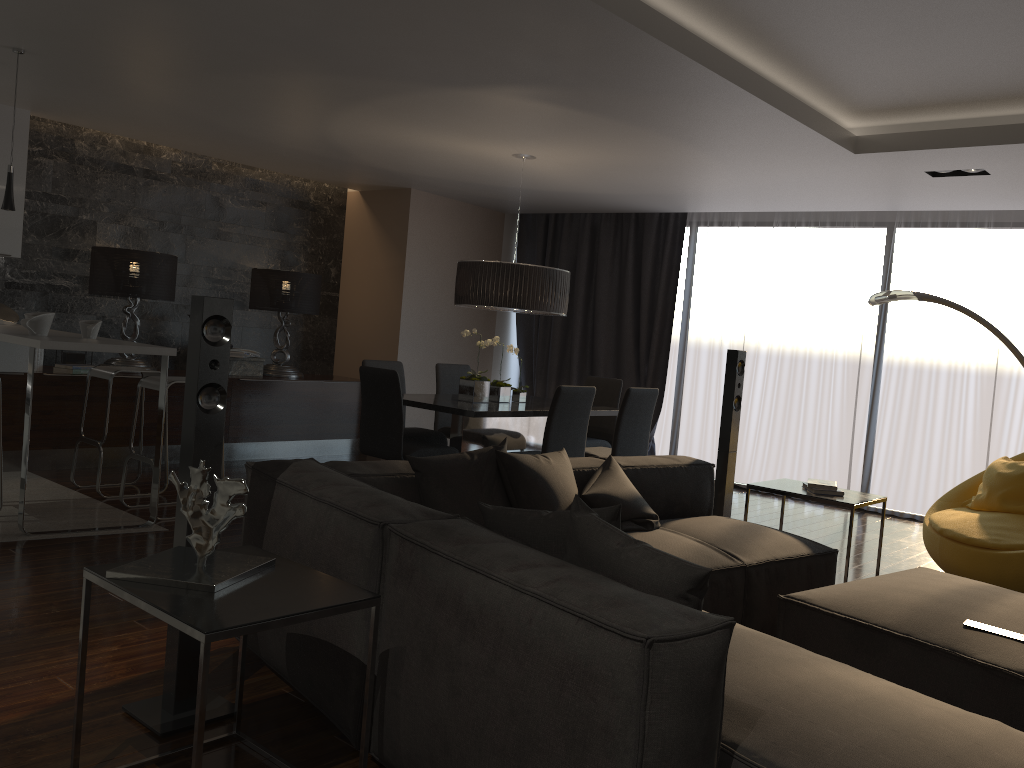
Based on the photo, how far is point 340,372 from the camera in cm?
888

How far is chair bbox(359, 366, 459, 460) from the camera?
5.4m

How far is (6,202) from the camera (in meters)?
4.86

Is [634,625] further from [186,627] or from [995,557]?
[995,557]

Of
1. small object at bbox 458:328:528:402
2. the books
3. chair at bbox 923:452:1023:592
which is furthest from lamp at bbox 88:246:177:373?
chair at bbox 923:452:1023:592

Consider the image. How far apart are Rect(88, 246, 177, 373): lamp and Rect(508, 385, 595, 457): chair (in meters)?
3.59

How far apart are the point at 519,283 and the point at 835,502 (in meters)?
2.53

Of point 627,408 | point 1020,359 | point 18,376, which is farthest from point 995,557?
point 18,376

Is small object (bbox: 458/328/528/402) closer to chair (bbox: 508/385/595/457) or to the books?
chair (bbox: 508/385/595/457)

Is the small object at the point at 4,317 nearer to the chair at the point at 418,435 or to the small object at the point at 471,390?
the chair at the point at 418,435
